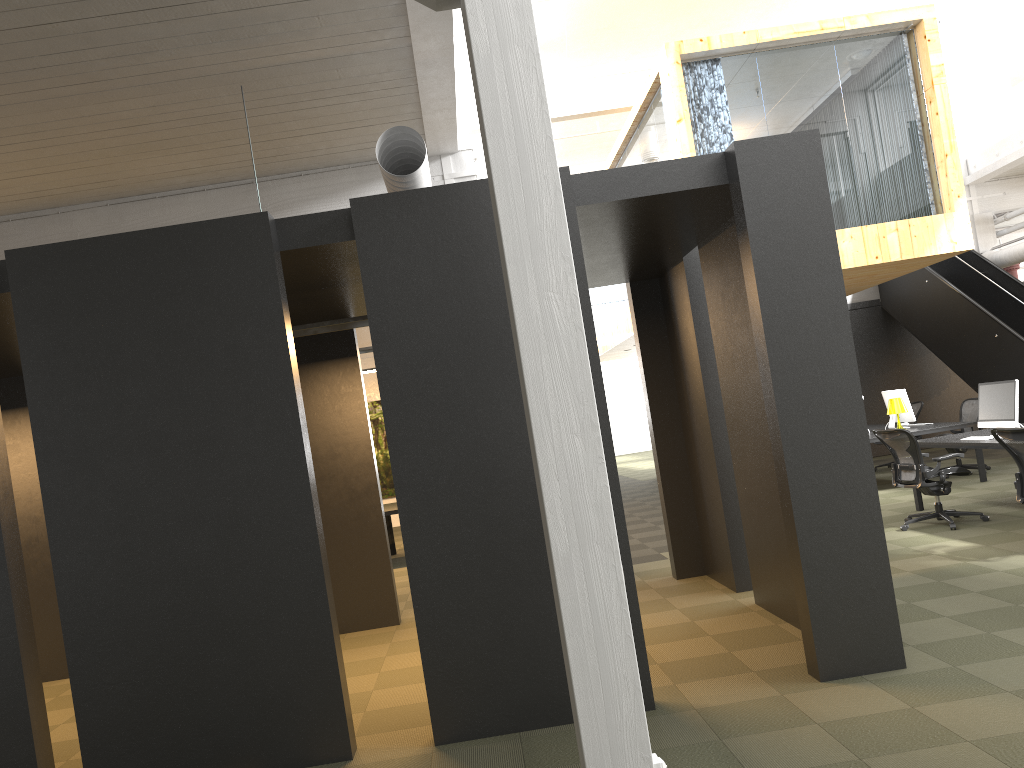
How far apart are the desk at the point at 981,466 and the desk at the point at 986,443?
1.5 meters

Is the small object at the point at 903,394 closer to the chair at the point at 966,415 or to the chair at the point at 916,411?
the chair at the point at 966,415

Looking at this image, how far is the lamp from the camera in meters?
11.4 m

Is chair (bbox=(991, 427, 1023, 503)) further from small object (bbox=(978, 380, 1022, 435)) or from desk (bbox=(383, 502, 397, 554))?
desk (bbox=(383, 502, 397, 554))

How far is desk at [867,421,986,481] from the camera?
11.1 meters

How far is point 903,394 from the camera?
11.8 meters

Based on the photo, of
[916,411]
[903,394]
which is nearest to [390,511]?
[903,394]

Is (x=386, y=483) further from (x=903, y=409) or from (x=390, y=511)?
(x=903, y=409)

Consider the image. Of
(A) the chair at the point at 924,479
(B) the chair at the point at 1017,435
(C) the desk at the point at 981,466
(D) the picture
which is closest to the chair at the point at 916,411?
(C) the desk at the point at 981,466

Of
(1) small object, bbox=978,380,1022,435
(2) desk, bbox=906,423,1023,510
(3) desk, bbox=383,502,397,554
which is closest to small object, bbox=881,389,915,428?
(2) desk, bbox=906,423,1023,510
